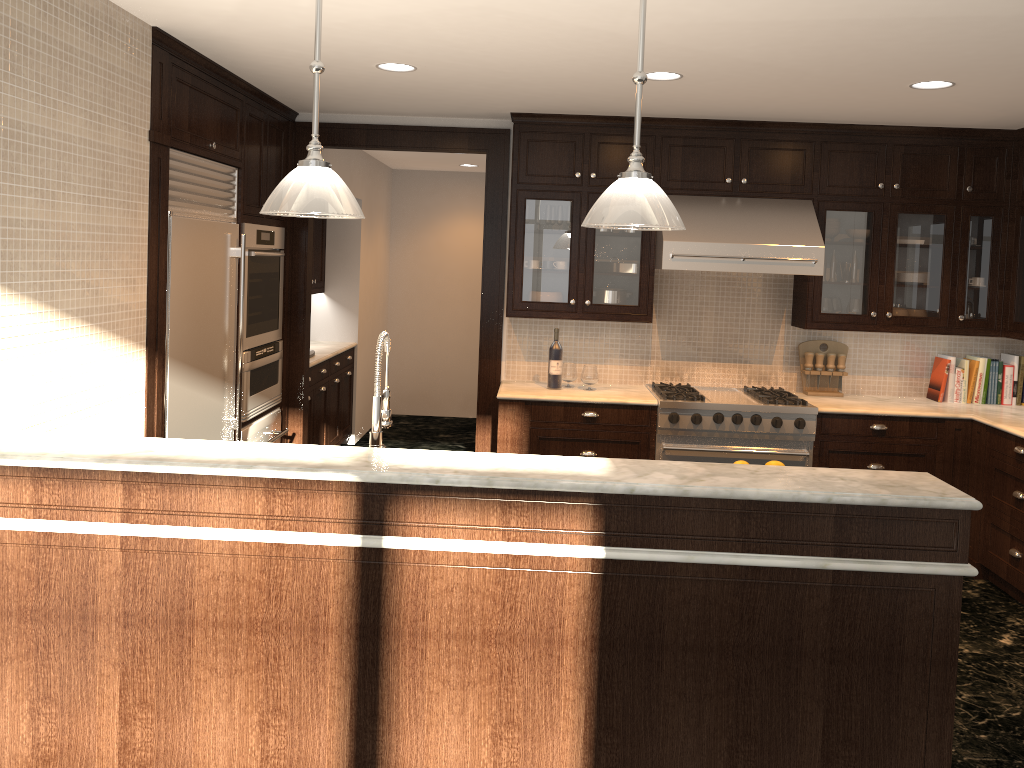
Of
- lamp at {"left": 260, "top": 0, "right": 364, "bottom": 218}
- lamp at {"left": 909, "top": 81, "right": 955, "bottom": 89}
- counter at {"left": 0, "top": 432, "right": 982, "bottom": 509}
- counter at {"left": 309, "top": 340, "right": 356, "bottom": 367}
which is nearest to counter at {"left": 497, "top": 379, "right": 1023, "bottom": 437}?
counter at {"left": 309, "top": 340, "right": 356, "bottom": 367}

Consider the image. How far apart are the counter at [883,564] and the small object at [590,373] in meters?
3.0 m

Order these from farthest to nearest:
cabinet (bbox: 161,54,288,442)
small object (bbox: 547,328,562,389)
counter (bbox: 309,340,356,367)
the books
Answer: counter (bbox: 309,340,356,367)
the books
small object (bbox: 547,328,562,389)
cabinet (bbox: 161,54,288,442)

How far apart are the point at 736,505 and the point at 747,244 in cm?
290

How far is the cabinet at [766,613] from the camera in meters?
2.5

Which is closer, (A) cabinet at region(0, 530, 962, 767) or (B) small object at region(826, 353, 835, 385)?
(A) cabinet at region(0, 530, 962, 767)

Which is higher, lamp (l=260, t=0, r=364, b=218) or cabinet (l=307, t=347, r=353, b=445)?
lamp (l=260, t=0, r=364, b=218)

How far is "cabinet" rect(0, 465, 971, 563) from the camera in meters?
2.5 m

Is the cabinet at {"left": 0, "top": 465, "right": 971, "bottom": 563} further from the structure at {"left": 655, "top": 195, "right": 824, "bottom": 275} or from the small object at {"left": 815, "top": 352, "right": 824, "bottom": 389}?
the small object at {"left": 815, "top": 352, "right": 824, "bottom": 389}

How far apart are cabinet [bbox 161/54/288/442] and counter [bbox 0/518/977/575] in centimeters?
190cm
